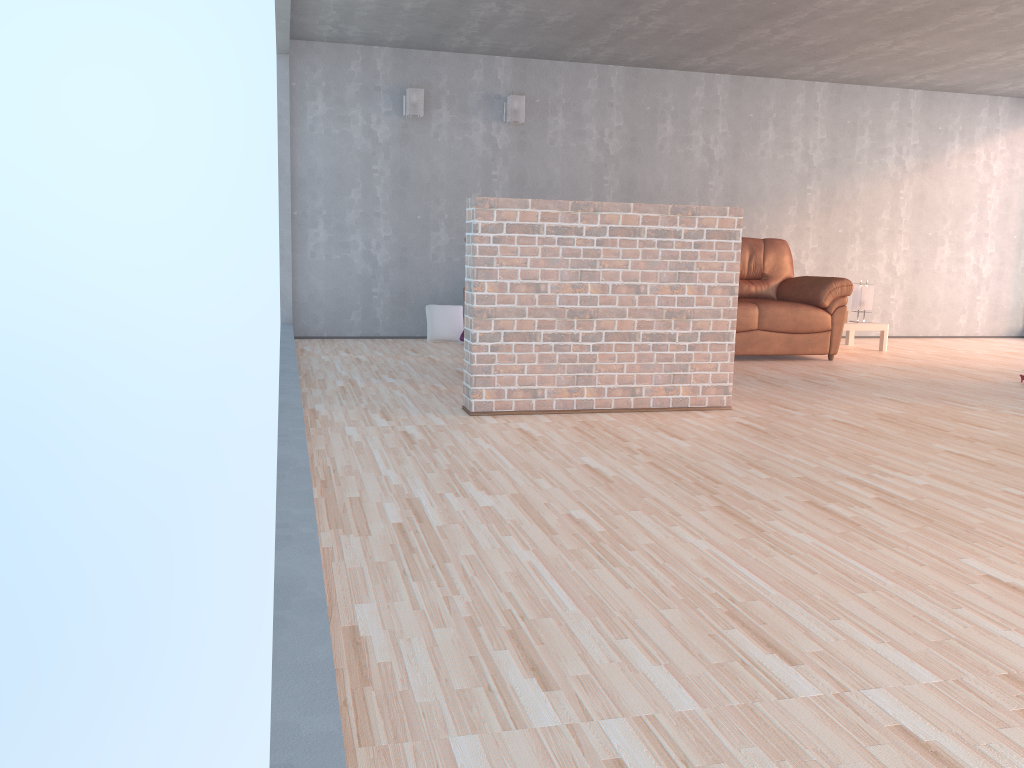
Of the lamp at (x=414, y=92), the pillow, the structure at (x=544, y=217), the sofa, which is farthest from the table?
the lamp at (x=414, y=92)

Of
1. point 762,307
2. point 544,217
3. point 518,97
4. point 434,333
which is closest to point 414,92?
point 518,97

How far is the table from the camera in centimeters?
771cm

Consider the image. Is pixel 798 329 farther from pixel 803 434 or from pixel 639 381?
pixel 803 434

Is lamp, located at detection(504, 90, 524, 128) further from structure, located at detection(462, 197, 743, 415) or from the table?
structure, located at detection(462, 197, 743, 415)

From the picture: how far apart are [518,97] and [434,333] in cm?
216

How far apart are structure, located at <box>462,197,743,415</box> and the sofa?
2.2m

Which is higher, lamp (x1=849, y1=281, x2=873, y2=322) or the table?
lamp (x1=849, y1=281, x2=873, y2=322)

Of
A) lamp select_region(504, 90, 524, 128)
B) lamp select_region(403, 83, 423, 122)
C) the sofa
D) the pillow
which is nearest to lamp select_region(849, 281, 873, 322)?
the sofa

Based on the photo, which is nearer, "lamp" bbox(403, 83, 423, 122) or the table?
"lamp" bbox(403, 83, 423, 122)
